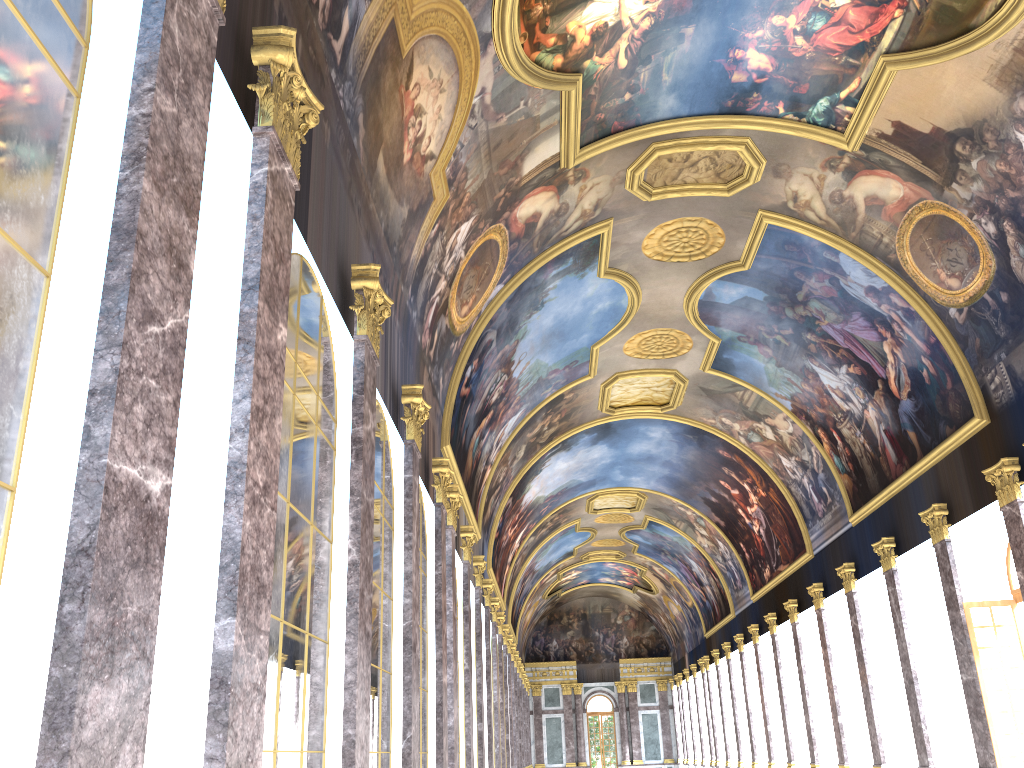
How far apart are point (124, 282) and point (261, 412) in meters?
1.9 m
